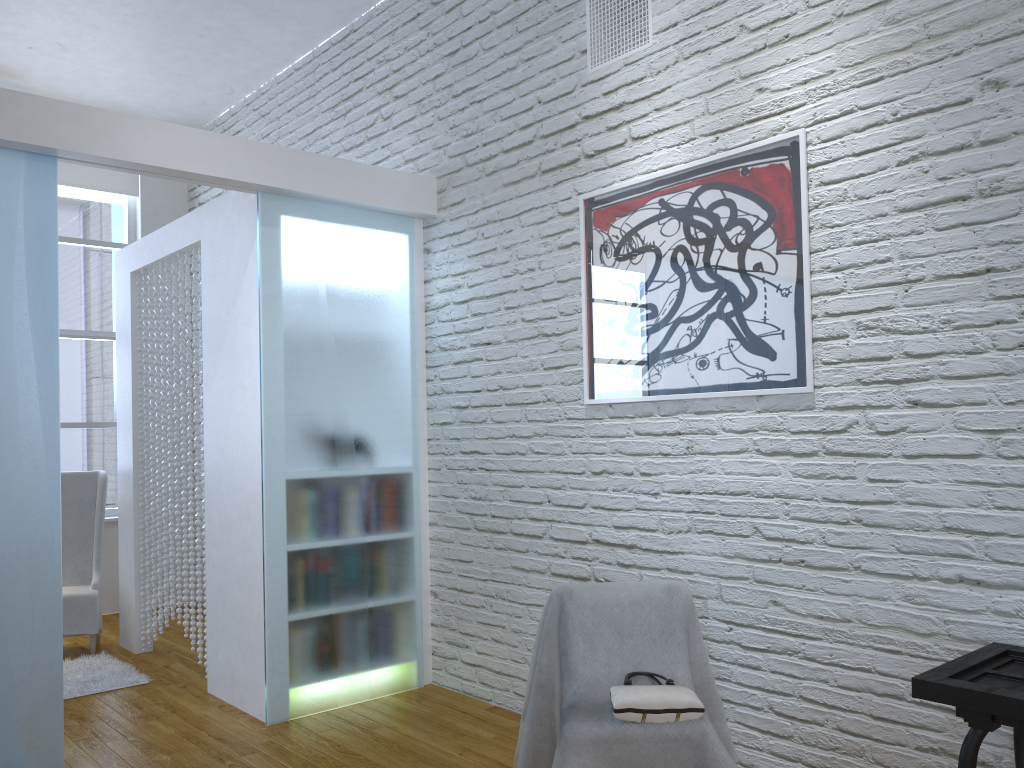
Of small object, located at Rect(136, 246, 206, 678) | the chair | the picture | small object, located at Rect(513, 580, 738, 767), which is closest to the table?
small object, located at Rect(513, 580, 738, 767)

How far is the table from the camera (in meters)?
1.76

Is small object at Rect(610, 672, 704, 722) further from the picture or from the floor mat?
the floor mat

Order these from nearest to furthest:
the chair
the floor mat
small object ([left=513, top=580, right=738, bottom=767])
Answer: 1. small object ([left=513, top=580, right=738, bottom=767])
2. the floor mat
3. the chair

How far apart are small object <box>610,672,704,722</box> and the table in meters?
0.5 m

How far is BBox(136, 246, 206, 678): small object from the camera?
4.1m

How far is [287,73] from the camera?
5.1 meters

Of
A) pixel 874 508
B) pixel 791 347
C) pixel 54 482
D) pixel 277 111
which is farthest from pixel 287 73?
pixel 874 508

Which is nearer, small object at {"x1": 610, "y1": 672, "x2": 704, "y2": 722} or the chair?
small object at {"x1": 610, "y1": 672, "x2": 704, "y2": 722}

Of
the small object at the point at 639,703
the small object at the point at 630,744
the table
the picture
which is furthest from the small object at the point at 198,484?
the table
